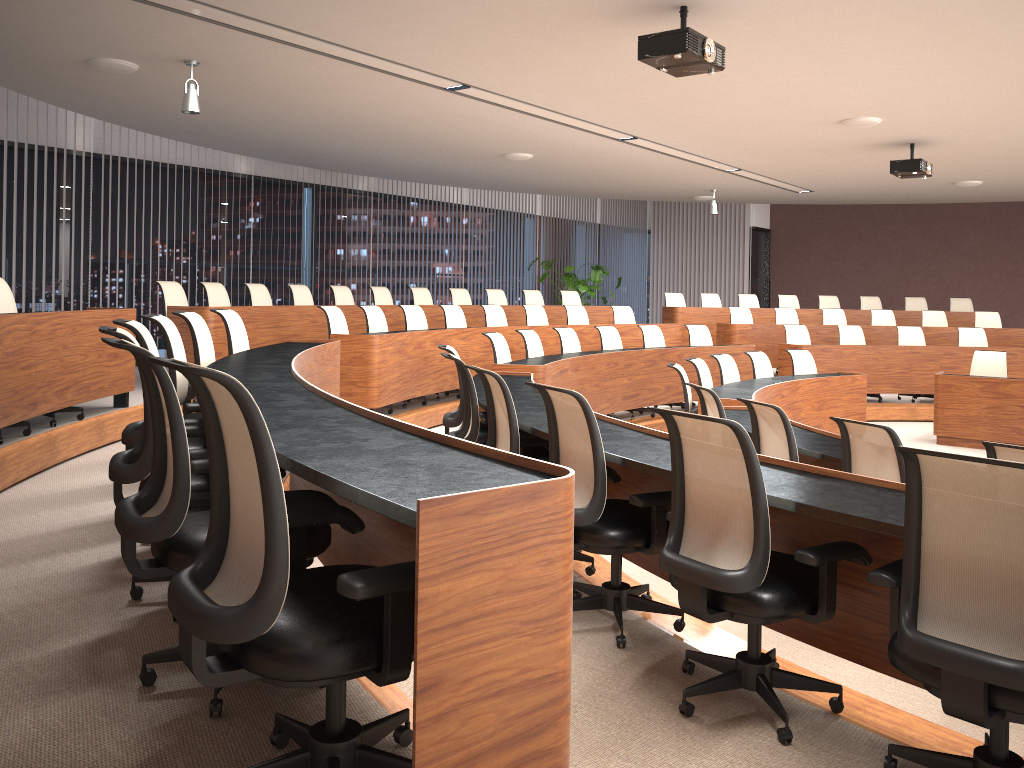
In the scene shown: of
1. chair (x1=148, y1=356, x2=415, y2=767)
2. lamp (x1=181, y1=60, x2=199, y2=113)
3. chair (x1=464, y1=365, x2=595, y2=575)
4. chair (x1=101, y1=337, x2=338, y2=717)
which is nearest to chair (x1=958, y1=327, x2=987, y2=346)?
chair (x1=464, y1=365, x2=595, y2=575)

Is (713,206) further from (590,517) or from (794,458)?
(590,517)

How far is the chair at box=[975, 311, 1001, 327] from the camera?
12.7m

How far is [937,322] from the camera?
12.81m

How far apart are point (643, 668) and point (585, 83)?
4.6m

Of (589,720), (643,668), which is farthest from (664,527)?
(589,720)

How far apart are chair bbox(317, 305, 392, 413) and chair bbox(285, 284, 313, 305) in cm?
193

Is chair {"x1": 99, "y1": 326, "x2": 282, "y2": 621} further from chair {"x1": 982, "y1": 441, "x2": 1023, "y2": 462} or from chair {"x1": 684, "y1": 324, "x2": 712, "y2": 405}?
chair {"x1": 684, "y1": 324, "x2": 712, "y2": 405}

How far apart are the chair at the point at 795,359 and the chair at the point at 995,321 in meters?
5.0 m

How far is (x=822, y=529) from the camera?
3.0m
